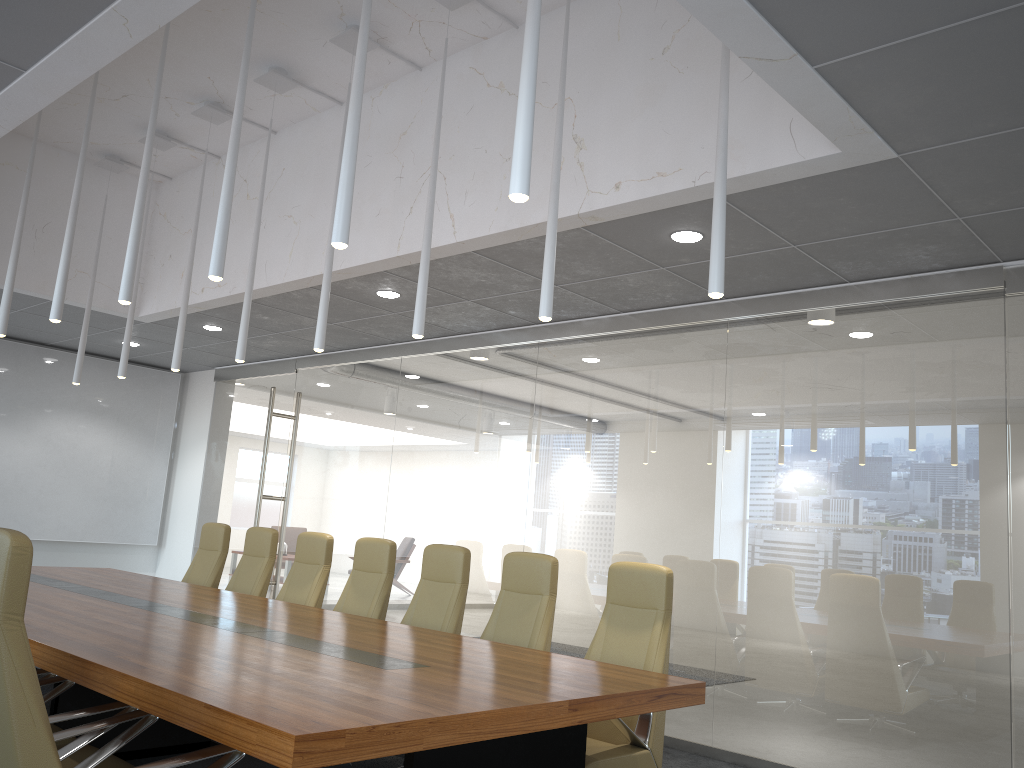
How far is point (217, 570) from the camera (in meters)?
8.22

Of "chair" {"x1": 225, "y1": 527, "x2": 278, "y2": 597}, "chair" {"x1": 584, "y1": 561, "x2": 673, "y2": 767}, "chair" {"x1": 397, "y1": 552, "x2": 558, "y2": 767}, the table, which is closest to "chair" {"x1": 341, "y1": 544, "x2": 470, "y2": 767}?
"chair" {"x1": 397, "y1": 552, "x2": 558, "y2": 767}

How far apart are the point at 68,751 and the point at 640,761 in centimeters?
275cm

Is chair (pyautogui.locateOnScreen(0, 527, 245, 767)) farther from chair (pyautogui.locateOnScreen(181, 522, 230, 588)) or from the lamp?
chair (pyautogui.locateOnScreen(181, 522, 230, 588))

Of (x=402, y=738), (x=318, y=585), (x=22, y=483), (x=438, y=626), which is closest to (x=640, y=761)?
(x=438, y=626)

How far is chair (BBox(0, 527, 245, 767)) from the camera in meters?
2.6 m

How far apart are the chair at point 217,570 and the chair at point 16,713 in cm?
495

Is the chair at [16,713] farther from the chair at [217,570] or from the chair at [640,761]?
the chair at [217,570]

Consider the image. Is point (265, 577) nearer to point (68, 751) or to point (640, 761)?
point (640, 761)

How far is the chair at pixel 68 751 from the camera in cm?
A: 333
